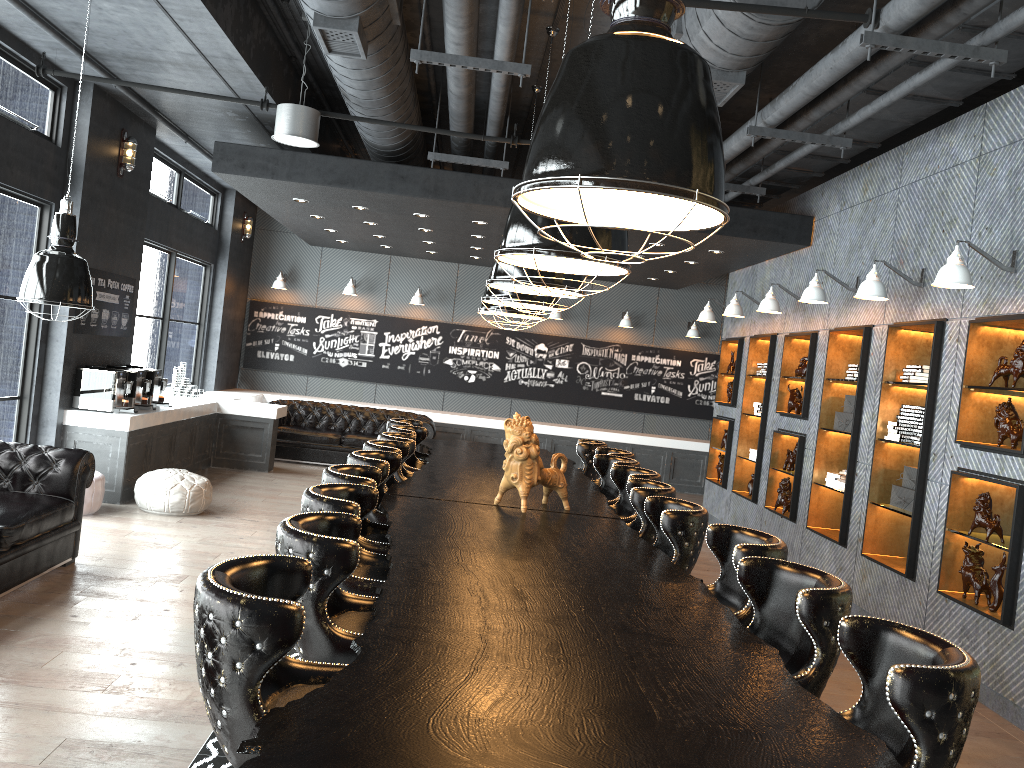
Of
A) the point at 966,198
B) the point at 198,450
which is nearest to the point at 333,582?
the point at 966,198

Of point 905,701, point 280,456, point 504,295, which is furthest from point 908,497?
point 280,456

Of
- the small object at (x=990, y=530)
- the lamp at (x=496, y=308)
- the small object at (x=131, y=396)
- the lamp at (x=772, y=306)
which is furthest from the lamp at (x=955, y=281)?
the small object at (x=131, y=396)

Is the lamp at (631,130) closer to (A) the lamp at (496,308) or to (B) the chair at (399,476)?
(B) the chair at (399,476)

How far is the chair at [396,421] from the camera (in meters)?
7.83

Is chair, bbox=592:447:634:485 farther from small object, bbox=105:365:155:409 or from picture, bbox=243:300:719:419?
picture, bbox=243:300:719:419

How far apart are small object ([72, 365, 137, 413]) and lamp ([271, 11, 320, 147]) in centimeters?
289cm

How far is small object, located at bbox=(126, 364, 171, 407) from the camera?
9.3m

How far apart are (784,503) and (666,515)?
4.87m

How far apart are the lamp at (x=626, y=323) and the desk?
6.4m
